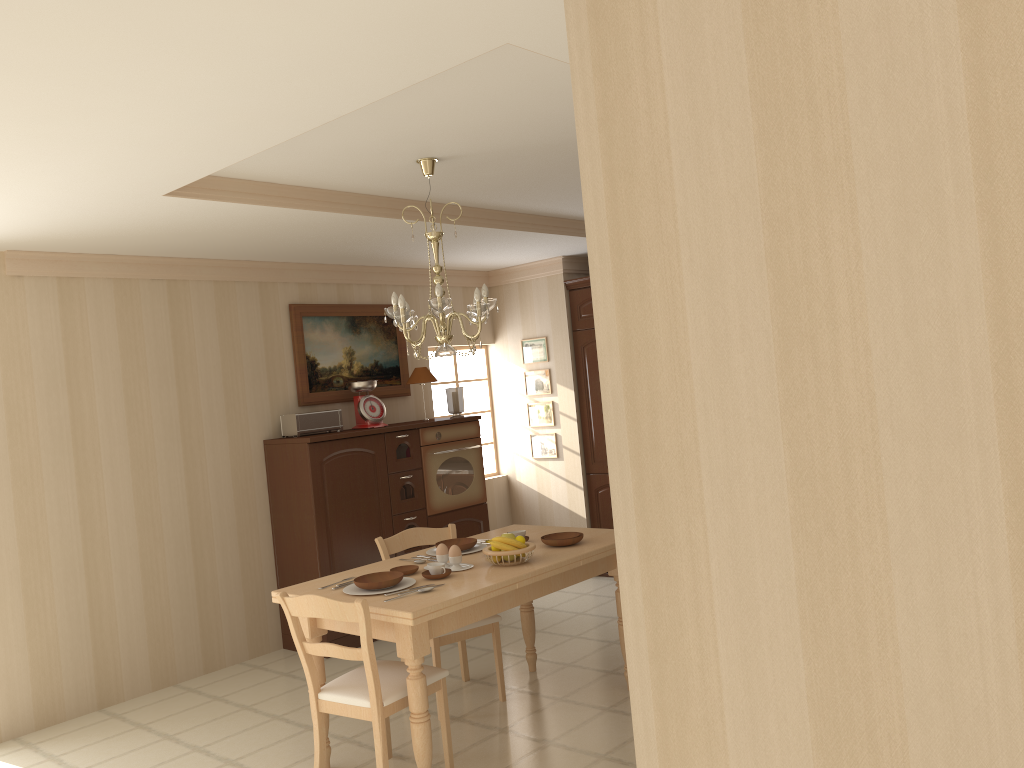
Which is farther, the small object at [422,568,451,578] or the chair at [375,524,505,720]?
the chair at [375,524,505,720]

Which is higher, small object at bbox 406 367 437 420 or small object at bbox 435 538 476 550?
small object at bbox 406 367 437 420

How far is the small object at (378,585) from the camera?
3.5m

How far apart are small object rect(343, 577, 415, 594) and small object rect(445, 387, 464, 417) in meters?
2.8 m

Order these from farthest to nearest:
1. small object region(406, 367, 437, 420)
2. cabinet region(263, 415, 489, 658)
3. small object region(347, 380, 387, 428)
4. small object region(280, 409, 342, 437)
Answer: small object region(406, 367, 437, 420)
small object region(347, 380, 387, 428)
small object region(280, 409, 342, 437)
cabinet region(263, 415, 489, 658)

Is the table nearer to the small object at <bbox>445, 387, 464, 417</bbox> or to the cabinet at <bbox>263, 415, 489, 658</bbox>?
the cabinet at <bbox>263, 415, 489, 658</bbox>

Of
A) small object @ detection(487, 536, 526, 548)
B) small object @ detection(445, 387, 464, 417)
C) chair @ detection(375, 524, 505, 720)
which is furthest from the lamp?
small object @ detection(445, 387, 464, 417)

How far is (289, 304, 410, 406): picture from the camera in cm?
595

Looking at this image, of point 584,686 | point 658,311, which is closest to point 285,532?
point 584,686

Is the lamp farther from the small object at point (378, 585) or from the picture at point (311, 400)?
the picture at point (311, 400)
